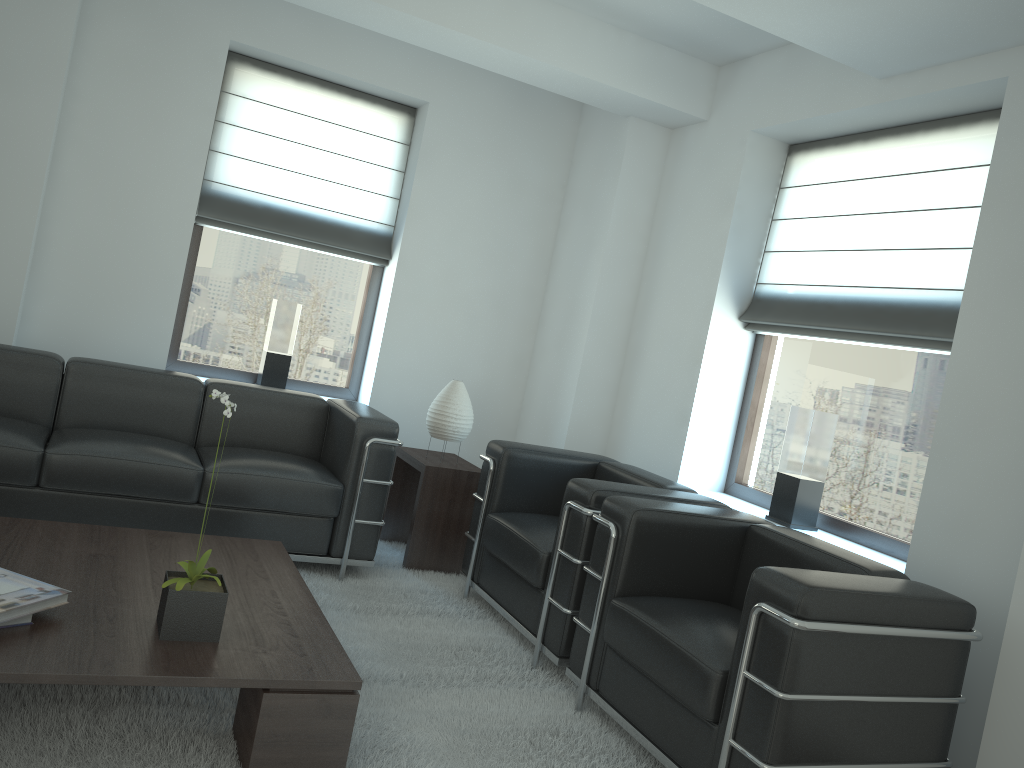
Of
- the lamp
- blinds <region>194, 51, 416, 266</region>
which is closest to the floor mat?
the lamp

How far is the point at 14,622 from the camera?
3.36m

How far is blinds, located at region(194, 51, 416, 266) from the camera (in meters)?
7.37

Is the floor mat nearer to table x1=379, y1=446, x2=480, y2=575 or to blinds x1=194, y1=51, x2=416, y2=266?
table x1=379, y1=446, x2=480, y2=575

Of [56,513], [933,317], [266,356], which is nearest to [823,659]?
[933,317]

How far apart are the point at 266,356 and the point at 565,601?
3.7m

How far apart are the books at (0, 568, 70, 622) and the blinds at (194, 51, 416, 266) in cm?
424

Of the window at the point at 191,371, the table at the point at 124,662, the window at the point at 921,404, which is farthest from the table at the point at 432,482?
the window at the point at 921,404

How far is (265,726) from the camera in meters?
3.4

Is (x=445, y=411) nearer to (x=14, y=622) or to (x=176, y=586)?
(x=176, y=586)
